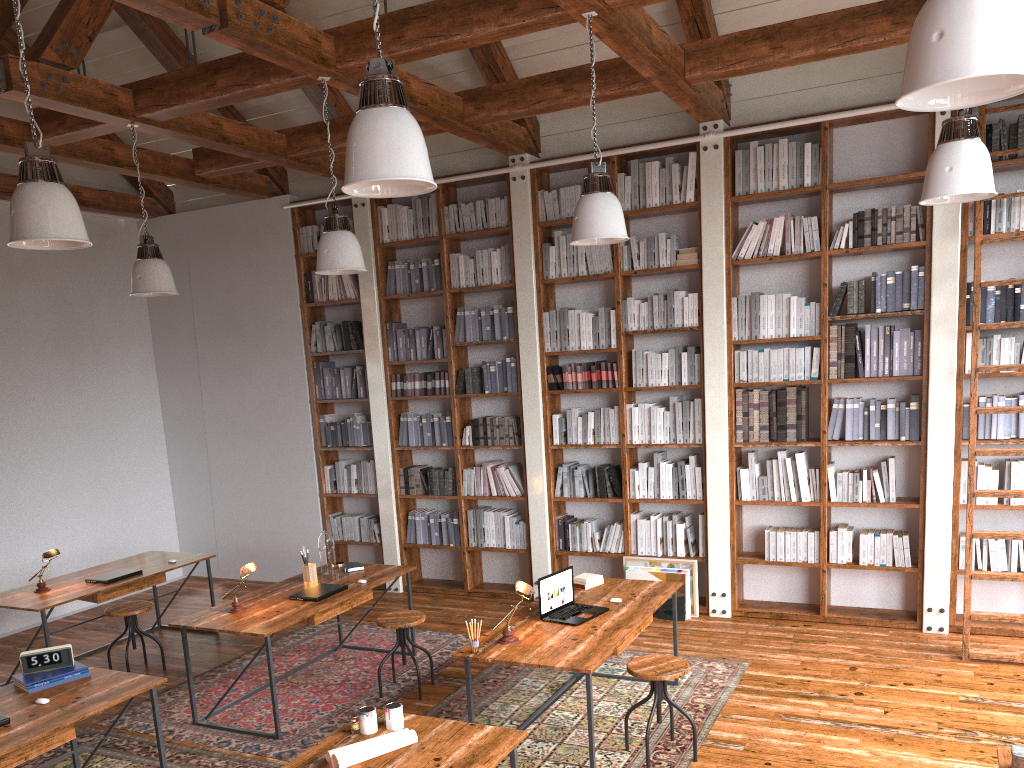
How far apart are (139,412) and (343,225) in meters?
4.8

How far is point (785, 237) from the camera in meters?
6.5

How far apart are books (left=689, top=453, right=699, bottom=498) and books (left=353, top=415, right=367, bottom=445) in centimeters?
308cm

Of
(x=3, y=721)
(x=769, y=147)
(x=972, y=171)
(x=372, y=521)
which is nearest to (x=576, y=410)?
(x=372, y=521)

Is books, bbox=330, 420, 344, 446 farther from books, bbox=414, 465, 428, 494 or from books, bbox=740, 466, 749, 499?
books, bbox=740, 466, 749, 499

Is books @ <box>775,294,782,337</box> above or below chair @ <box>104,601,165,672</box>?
above

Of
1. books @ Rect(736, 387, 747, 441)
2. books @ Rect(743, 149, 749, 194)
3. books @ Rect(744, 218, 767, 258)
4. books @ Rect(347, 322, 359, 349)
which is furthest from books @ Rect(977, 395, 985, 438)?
books @ Rect(347, 322, 359, 349)

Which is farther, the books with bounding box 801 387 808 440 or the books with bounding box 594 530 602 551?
the books with bounding box 594 530 602 551

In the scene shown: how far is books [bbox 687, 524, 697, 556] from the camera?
6.70m

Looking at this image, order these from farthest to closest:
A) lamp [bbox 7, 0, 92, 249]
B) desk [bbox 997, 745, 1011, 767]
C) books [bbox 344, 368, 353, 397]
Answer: books [bbox 344, 368, 353, 397] → lamp [bbox 7, 0, 92, 249] → desk [bbox 997, 745, 1011, 767]
